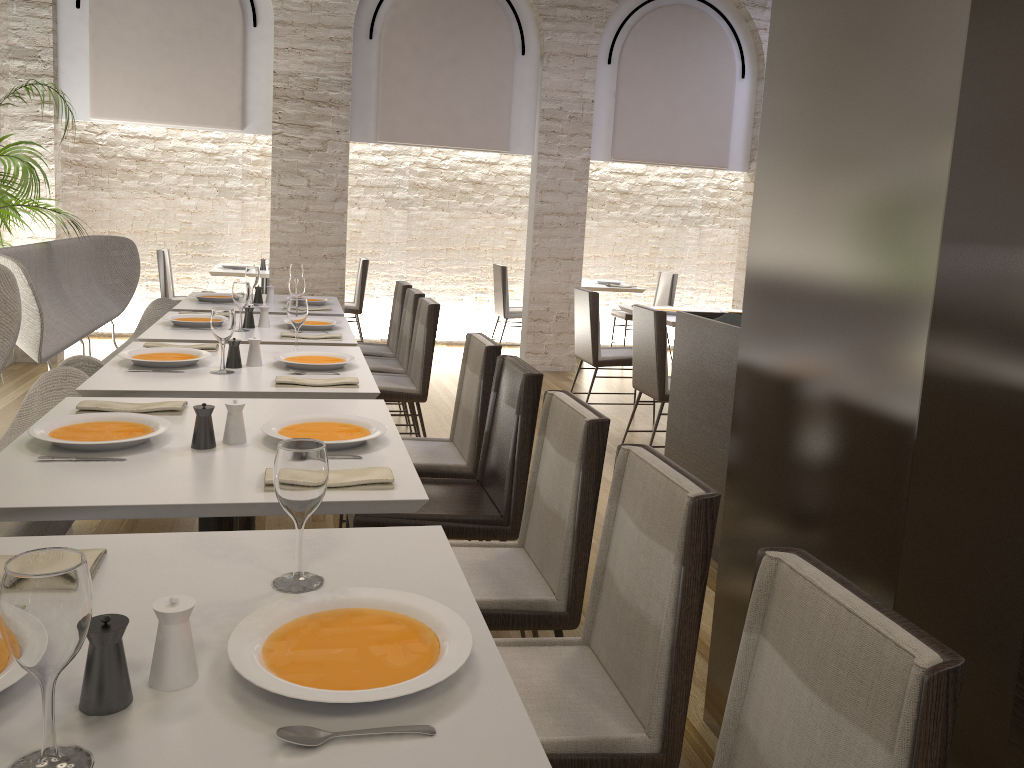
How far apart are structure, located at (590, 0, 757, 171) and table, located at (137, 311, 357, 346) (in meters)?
4.08

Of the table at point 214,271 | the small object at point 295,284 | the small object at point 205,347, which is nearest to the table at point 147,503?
the small object at point 205,347

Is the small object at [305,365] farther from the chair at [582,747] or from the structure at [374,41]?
the structure at [374,41]

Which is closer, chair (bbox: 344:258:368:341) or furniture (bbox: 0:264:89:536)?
furniture (bbox: 0:264:89:536)

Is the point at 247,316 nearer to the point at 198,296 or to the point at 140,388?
the point at 198,296

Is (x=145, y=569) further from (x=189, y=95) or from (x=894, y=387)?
(x=189, y=95)

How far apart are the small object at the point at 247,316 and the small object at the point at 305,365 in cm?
92

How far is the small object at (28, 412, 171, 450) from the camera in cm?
208

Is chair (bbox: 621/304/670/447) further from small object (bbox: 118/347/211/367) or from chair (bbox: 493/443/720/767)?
chair (bbox: 493/443/720/767)

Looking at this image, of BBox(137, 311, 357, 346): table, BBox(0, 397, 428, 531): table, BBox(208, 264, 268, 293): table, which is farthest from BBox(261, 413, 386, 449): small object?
BBox(208, 264, 268, 293): table
